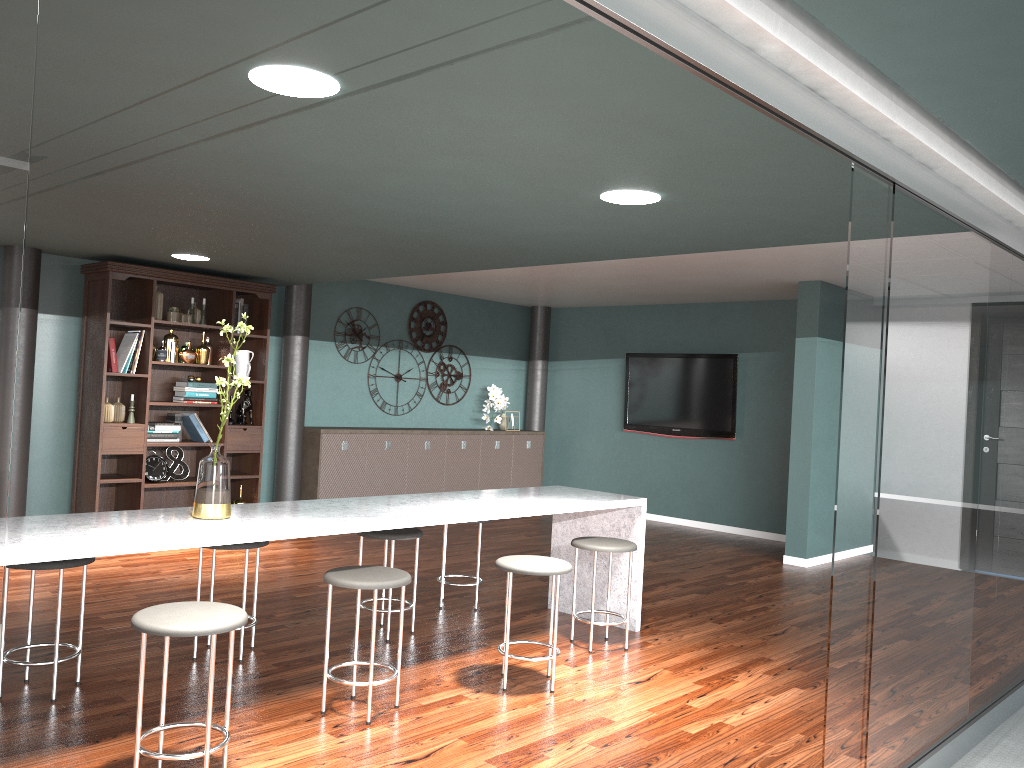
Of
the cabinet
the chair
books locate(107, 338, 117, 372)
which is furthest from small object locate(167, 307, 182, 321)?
the chair

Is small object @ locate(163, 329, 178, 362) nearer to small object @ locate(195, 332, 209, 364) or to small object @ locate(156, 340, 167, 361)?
small object @ locate(156, 340, 167, 361)

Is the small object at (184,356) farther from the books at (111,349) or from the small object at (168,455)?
the small object at (168,455)

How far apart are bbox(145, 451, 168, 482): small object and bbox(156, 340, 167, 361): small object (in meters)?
0.74

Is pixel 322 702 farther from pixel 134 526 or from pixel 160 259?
pixel 160 259

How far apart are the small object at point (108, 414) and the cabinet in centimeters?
165cm

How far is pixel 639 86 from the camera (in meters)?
2.34

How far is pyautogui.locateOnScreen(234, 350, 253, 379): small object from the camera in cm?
713

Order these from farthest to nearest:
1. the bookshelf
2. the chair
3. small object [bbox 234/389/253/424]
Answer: small object [bbox 234/389/253/424] → the bookshelf → the chair

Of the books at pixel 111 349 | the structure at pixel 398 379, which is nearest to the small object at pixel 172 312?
the books at pixel 111 349
